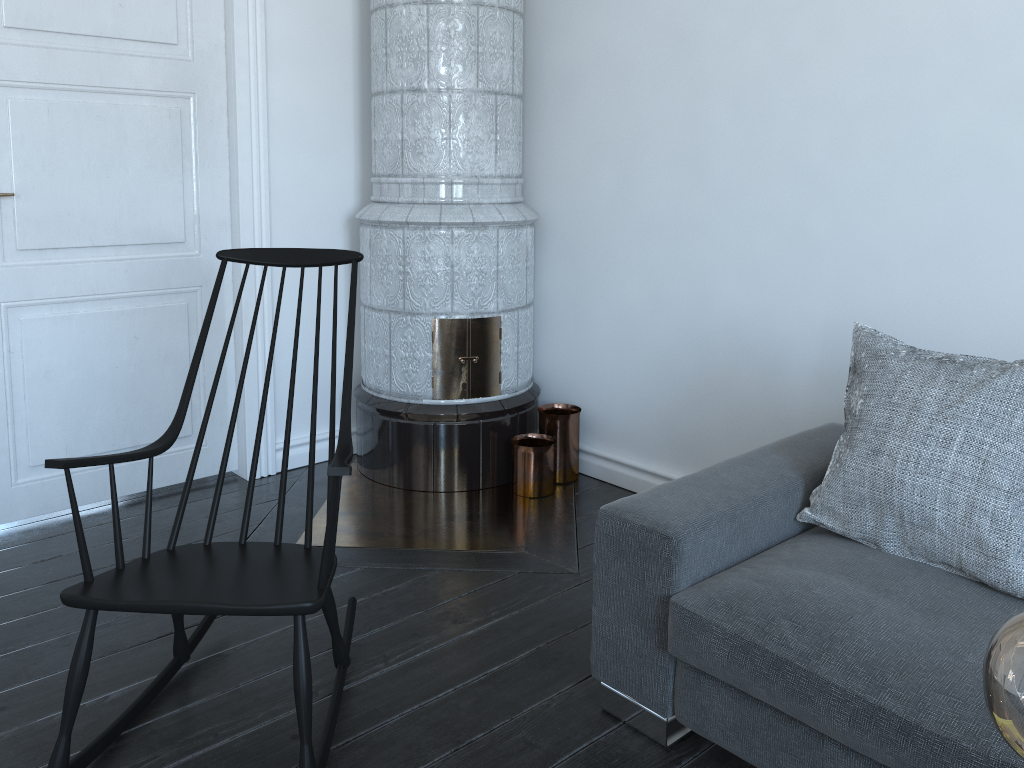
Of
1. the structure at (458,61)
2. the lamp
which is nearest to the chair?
the structure at (458,61)

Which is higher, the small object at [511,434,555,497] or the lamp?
the lamp

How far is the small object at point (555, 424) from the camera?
3.5m

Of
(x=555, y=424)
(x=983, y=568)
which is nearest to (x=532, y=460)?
(x=555, y=424)

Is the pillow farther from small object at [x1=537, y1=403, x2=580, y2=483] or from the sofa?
small object at [x1=537, y1=403, x2=580, y2=483]

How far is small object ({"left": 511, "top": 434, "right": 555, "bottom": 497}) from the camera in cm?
333

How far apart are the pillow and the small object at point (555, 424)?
1.41m

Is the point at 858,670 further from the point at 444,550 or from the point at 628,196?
the point at 628,196

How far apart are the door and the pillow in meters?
2.2

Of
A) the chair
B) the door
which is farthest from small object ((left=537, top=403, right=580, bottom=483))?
the chair
